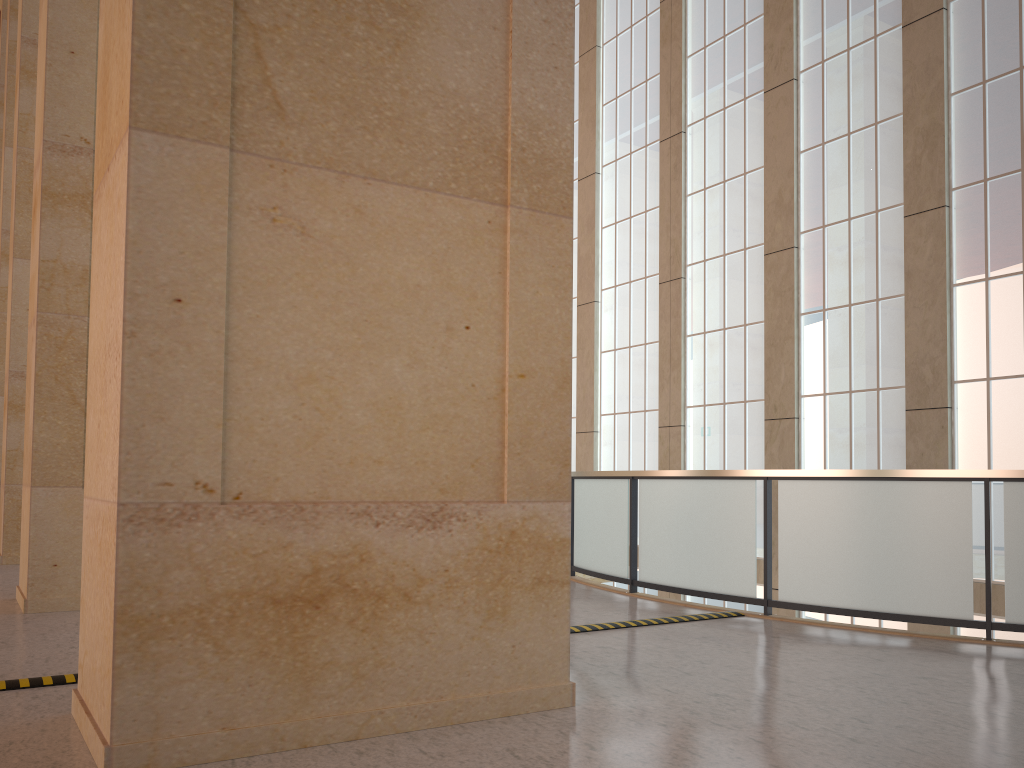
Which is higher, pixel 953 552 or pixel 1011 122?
pixel 1011 122

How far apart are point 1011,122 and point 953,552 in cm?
905

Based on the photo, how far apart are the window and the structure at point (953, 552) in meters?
5.8 m

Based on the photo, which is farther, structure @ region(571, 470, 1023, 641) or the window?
the window

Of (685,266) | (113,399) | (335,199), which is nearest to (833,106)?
(685,266)

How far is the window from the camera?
14.8m

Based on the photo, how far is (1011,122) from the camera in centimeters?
1476cm

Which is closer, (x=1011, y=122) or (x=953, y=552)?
(x=953, y=552)

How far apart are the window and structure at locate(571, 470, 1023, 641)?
5.8 meters
